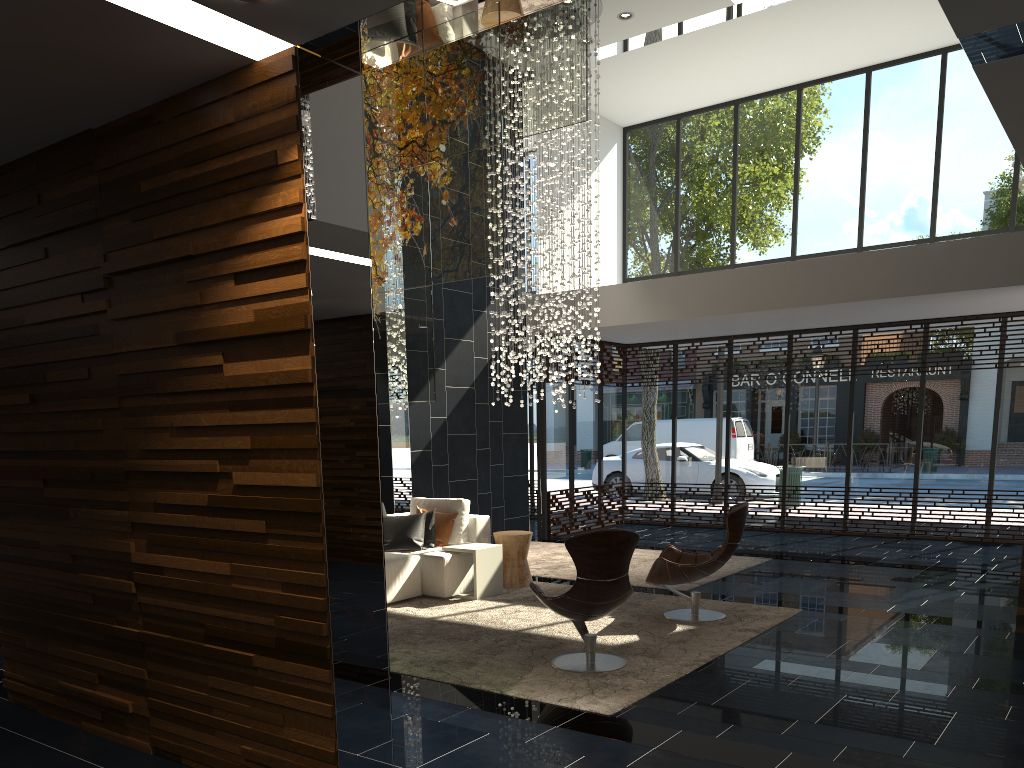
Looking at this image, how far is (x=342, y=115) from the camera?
3.4 meters

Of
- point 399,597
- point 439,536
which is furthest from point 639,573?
point 399,597

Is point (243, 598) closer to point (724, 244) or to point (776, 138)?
point (724, 244)

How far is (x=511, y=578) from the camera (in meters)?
8.20

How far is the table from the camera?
7.61m

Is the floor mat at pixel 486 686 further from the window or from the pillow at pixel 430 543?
the window

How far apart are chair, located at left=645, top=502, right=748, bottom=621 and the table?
1.6 meters

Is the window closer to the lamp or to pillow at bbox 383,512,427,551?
the lamp

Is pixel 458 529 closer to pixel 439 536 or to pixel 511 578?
pixel 439 536

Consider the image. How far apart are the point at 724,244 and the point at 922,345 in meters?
3.2
